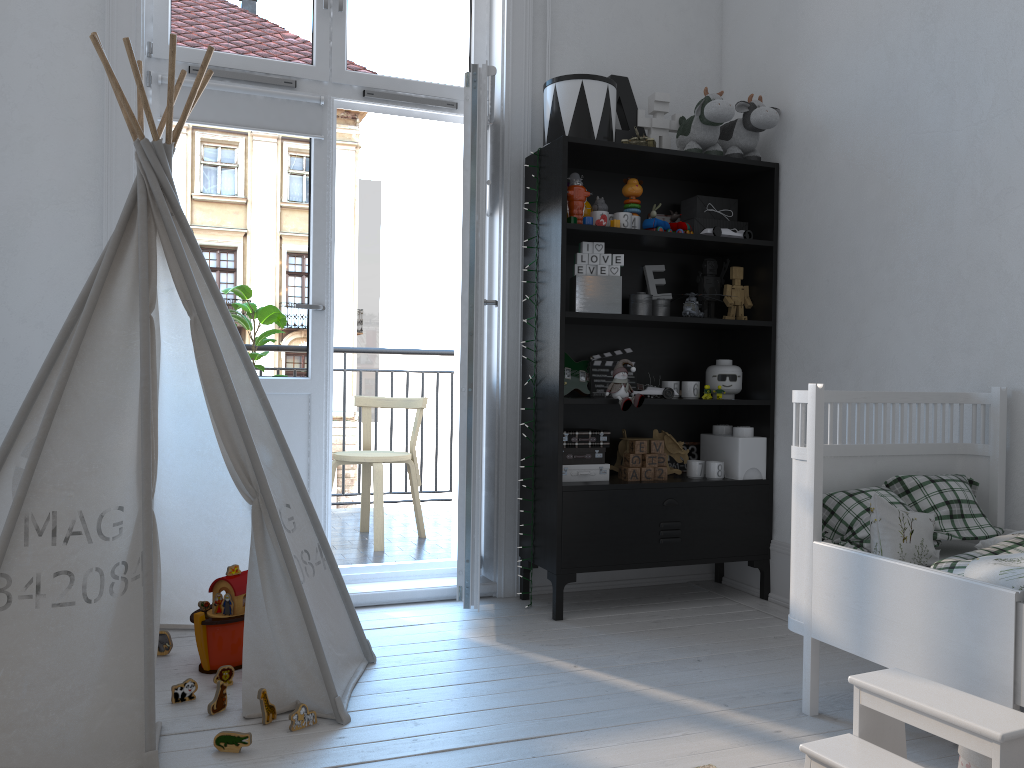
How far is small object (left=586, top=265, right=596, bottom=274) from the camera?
3.18m

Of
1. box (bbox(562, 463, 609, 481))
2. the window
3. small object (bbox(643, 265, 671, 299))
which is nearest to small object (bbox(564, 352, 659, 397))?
box (bbox(562, 463, 609, 481))

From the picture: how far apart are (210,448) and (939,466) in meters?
2.1 m

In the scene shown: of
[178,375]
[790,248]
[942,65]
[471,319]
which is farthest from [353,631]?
[942,65]

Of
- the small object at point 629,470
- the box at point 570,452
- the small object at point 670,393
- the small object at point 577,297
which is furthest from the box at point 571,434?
the small object at point 577,297

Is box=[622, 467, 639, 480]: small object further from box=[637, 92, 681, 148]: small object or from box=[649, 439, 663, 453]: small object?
box=[637, 92, 681, 148]: small object

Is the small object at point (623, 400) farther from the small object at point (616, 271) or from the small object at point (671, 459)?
the small object at point (671, 459)

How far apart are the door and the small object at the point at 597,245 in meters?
0.5 m

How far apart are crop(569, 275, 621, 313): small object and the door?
0.4 meters

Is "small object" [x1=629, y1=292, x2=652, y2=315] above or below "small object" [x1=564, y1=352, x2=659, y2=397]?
above
